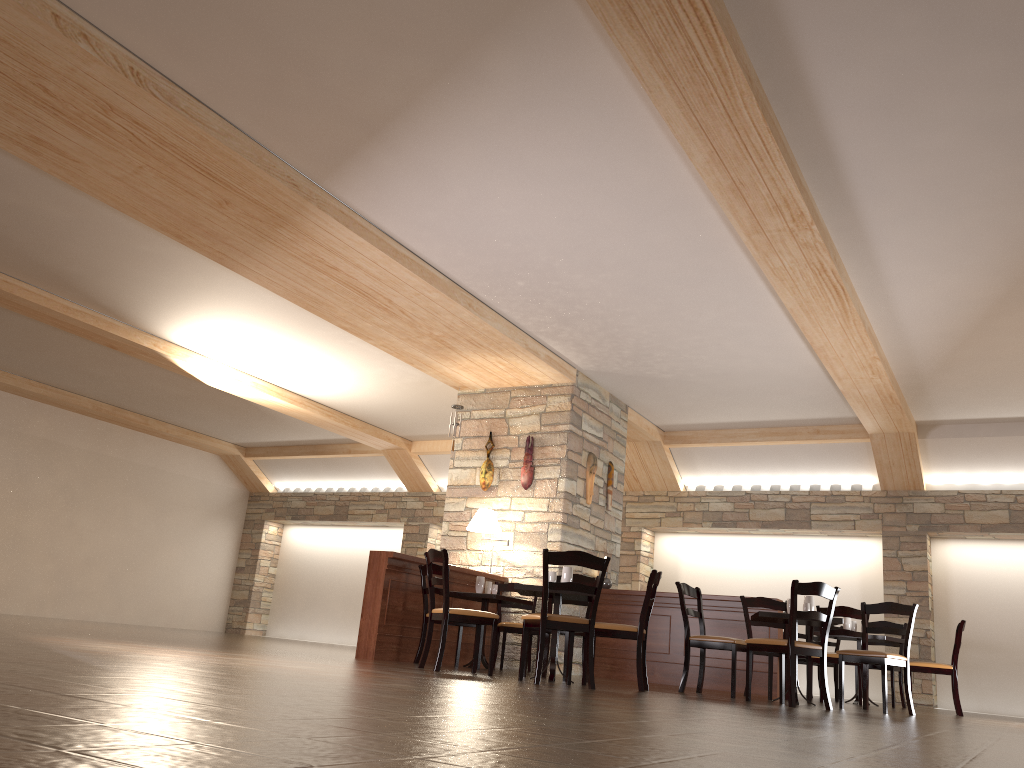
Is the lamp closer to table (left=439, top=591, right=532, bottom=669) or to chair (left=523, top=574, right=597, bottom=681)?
table (left=439, top=591, right=532, bottom=669)

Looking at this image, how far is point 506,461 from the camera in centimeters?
981cm

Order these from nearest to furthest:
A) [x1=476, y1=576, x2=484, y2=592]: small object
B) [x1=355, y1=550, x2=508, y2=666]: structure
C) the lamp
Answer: [x1=355, y1=550, x2=508, y2=666]: structure
[x1=476, y1=576, x2=484, y2=592]: small object
the lamp

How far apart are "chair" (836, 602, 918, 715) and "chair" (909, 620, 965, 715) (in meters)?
1.42

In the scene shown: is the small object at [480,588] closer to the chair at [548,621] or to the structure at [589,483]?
the structure at [589,483]

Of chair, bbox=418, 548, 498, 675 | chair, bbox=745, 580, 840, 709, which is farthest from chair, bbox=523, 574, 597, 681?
chair, bbox=745, 580, 840, 709

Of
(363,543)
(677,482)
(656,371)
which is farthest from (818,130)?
(363,543)

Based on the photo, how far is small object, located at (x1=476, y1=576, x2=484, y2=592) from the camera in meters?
8.3 m

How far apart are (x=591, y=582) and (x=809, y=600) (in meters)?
1.73

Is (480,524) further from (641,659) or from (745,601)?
(641,659)
